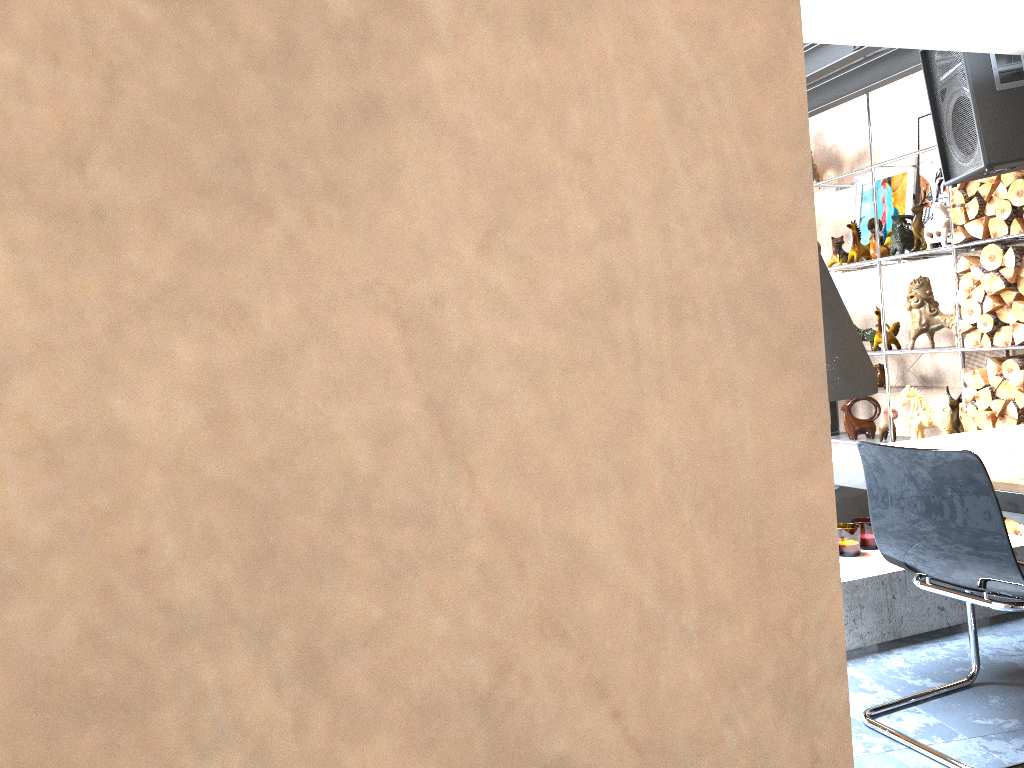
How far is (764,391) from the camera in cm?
40

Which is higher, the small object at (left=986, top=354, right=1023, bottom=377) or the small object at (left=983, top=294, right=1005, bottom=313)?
the small object at (left=983, top=294, right=1005, bottom=313)

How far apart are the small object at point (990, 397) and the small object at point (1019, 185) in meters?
1.0

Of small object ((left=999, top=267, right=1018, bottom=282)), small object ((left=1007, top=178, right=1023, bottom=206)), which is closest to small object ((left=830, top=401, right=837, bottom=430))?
small object ((left=999, top=267, right=1018, bottom=282))

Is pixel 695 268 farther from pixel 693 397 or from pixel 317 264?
pixel 317 264

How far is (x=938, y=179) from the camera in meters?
5.4 m

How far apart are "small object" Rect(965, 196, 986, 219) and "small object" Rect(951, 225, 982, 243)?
0.09m

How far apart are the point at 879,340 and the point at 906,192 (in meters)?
0.96

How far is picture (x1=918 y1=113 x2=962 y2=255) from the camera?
5.4 meters

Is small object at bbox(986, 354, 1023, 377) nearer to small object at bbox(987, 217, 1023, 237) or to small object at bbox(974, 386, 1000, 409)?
small object at bbox(974, 386, 1000, 409)
